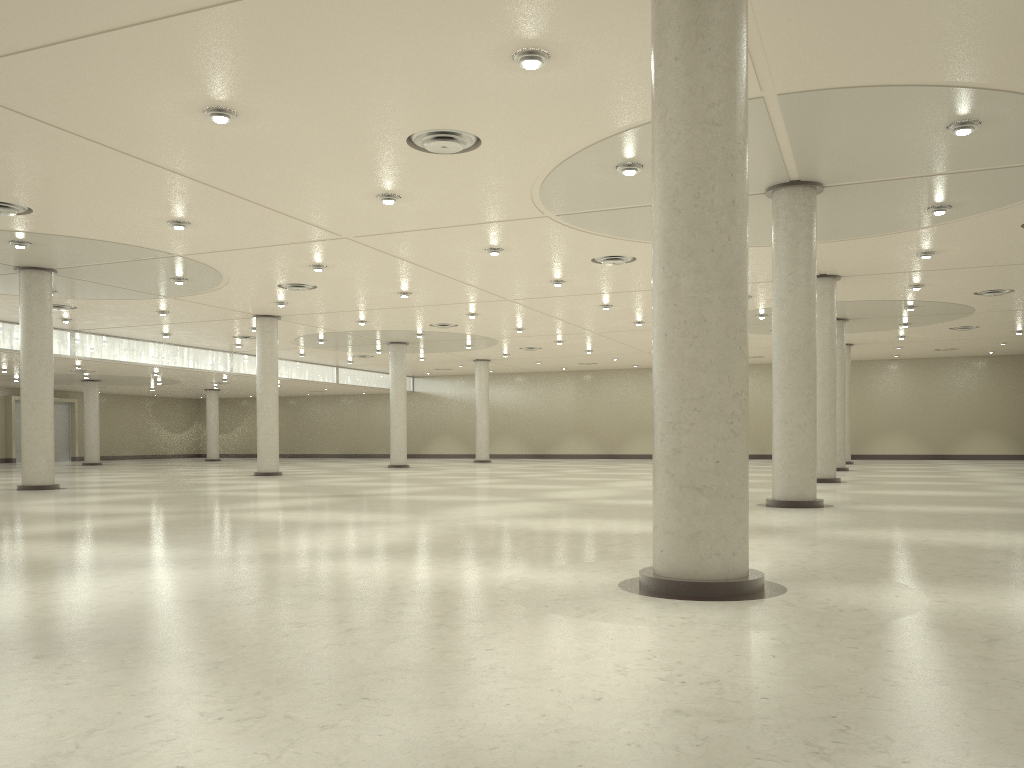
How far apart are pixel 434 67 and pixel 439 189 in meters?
11.6
